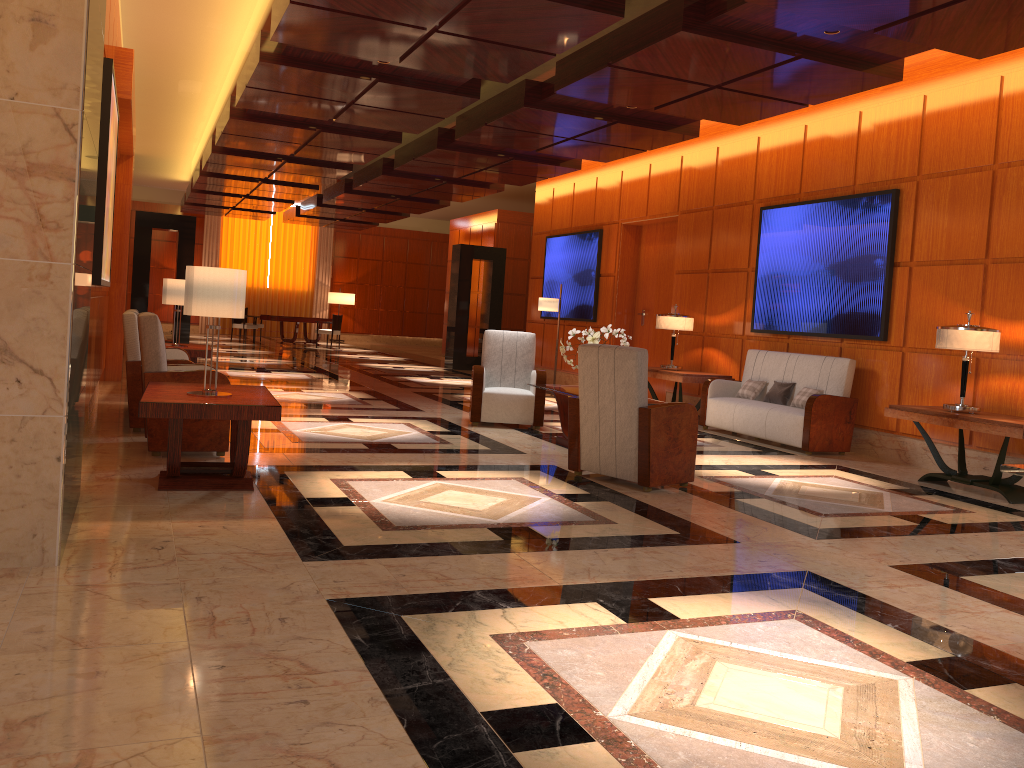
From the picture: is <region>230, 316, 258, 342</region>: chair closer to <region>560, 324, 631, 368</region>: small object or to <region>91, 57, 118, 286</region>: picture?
<region>91, 57, 118, 286</region>: picture

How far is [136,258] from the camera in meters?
15.2 m

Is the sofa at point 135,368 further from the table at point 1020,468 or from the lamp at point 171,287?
the table at point 1020,468

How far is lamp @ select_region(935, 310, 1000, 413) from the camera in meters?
6.8 m

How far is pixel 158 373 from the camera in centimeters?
591cm

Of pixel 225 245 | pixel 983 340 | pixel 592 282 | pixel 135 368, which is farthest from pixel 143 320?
pixel 225 245

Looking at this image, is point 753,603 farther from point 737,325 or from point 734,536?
point 737,325

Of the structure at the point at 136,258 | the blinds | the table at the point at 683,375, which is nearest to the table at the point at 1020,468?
the table at the point at 683,375

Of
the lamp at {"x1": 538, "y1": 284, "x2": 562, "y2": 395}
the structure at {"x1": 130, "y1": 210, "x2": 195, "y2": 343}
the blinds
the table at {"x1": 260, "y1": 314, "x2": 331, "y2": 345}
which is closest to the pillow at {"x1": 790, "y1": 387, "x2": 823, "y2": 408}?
the lamp at {"x1": 538, "y1": 284, "x2": 562, "y2": 395}

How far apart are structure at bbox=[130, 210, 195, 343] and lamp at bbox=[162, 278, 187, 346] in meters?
6.3
